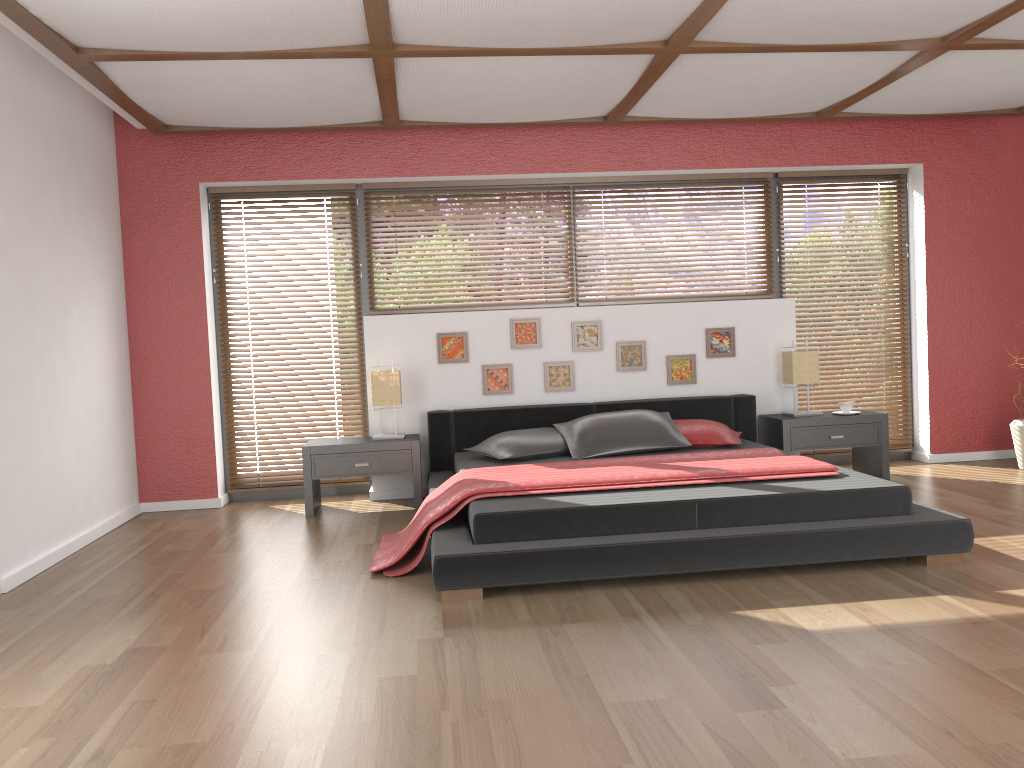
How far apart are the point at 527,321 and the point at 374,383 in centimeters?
110cm

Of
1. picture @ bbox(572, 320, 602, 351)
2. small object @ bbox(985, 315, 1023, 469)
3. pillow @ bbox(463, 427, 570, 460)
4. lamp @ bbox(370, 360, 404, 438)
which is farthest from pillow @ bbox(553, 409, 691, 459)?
small object @ bbox(985, 315, 1023, 469)

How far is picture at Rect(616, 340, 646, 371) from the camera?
5.9m

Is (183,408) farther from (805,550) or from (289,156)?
(805,550)

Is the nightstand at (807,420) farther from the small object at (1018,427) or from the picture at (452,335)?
the picture at (452,335)

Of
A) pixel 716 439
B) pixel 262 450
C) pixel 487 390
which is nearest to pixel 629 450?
pixel 716 439

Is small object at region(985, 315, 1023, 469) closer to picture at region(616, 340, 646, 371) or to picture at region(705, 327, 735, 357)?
picture at region(705, 327, 735, 357)

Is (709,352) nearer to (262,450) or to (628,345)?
(628,345)

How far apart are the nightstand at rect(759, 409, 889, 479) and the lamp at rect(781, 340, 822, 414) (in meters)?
0.24

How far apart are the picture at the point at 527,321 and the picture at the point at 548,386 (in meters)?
0.15
